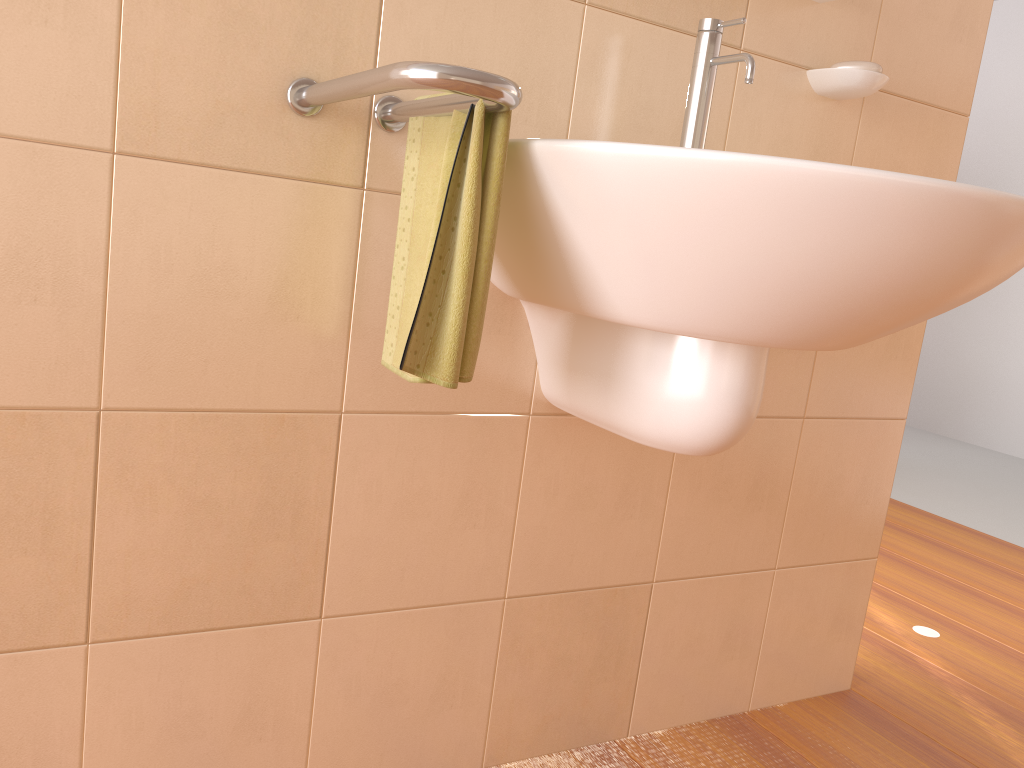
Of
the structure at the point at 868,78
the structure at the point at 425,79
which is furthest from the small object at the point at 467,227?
the structure at the point at 868,78

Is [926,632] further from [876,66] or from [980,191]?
[980,191]

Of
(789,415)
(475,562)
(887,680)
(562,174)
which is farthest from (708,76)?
(887,680)

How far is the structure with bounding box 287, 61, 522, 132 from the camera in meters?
0.7

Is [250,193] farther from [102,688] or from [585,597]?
[585,597]

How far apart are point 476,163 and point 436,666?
0.7m

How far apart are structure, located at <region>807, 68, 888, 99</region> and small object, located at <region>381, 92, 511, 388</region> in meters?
0.7 m

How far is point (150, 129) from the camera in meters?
0.9

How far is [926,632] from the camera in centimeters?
202cm

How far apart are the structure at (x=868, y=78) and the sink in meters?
0.3
